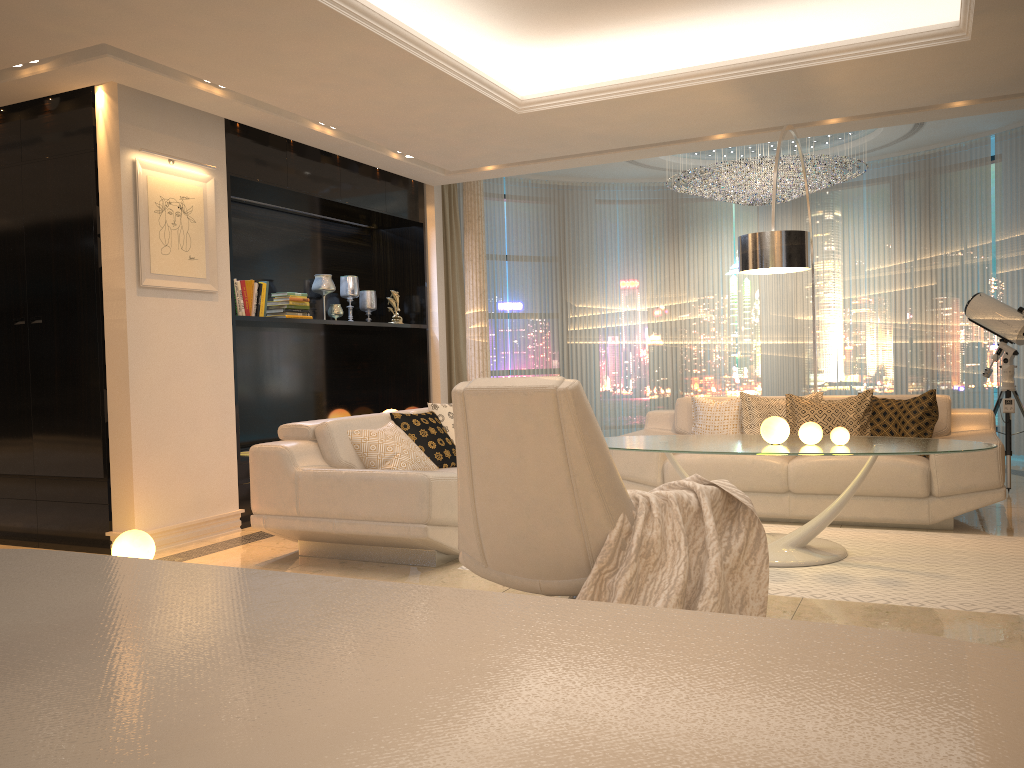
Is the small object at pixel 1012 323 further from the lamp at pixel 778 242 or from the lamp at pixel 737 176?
the lamp at pixel 778 242

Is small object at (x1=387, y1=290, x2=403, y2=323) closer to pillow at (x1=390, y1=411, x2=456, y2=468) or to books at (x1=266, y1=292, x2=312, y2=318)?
books at (x1=266, y1=292, x2=312, y2=318)

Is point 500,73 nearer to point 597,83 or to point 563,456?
point 597,83

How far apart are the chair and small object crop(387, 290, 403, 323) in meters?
4.7

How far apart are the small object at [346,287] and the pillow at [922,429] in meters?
4.2

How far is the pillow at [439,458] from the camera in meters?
5.3 m

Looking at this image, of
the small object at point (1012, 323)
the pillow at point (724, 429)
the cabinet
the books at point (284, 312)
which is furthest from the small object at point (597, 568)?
the small object at point (1012, 323)

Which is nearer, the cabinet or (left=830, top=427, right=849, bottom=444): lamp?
the cabinet

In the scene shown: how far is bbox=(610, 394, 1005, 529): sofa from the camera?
4.97m

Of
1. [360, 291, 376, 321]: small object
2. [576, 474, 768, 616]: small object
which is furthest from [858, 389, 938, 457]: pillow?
[360, 291, 376, 321]: small object
